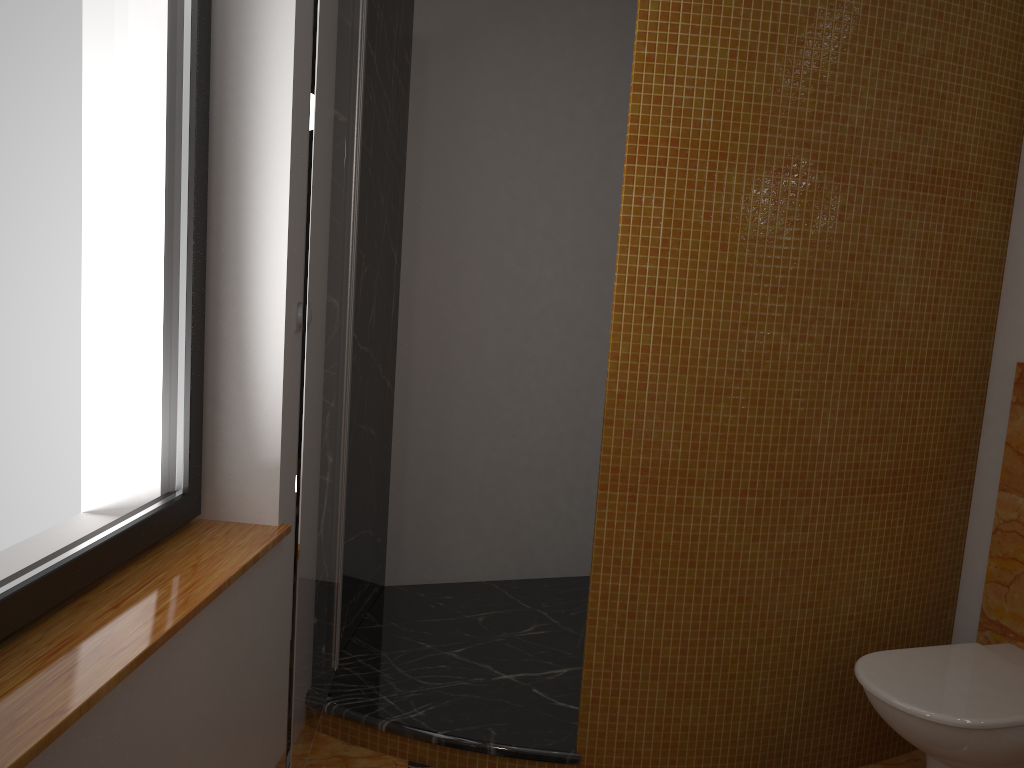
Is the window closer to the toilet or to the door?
the door

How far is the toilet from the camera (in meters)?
1.93

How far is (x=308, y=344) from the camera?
1.7m

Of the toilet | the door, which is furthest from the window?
the toilet

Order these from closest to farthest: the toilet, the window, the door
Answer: the window < the door < the toilet

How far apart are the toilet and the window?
1.6m

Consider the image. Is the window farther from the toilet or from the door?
the toilet

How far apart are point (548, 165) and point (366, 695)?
1.91m

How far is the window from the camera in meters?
1.4 m

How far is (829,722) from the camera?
2.4 meters
